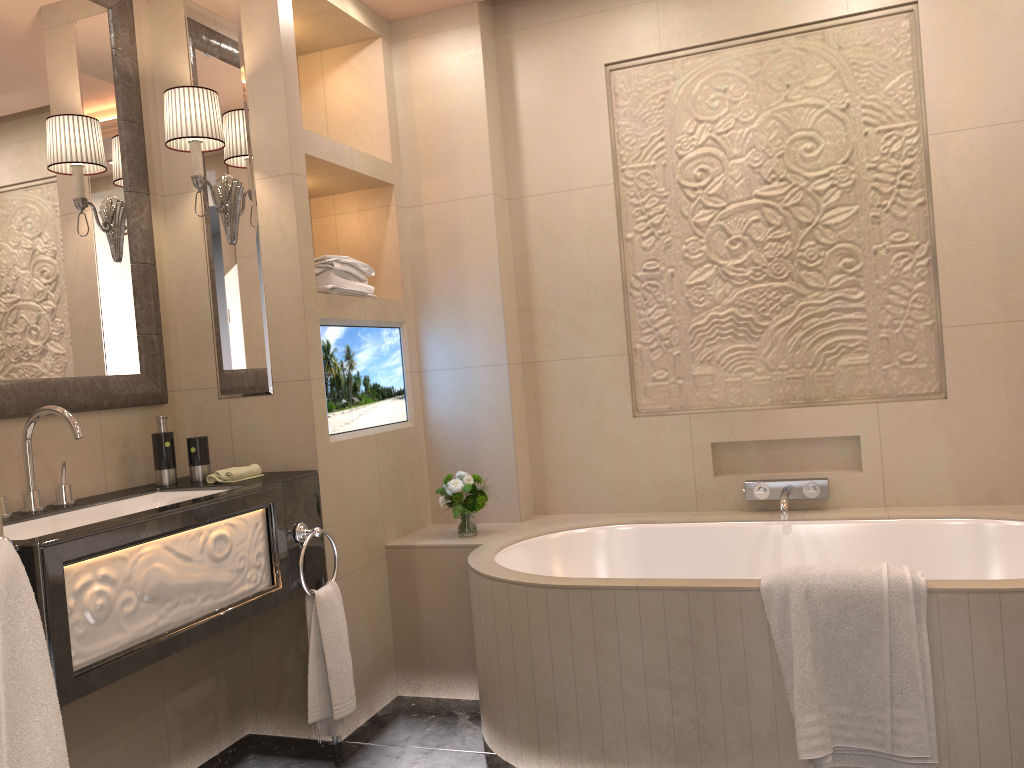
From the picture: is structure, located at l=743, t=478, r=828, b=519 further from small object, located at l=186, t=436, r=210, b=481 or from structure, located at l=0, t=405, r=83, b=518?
structure, located at l=0, t=405, r=83, b=518

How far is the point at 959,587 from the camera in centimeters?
202cm

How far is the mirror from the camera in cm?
235

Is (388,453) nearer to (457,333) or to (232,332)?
(457,333)

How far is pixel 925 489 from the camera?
3.00m

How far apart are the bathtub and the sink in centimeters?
81cm

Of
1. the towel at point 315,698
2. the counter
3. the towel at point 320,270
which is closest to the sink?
the counter

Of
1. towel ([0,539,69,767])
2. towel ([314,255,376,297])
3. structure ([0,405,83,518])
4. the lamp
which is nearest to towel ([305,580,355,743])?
structure ([0,405,83,518])

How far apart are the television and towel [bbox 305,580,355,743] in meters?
0.5

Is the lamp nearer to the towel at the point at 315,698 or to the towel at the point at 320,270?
the towel at the point at 320,270
